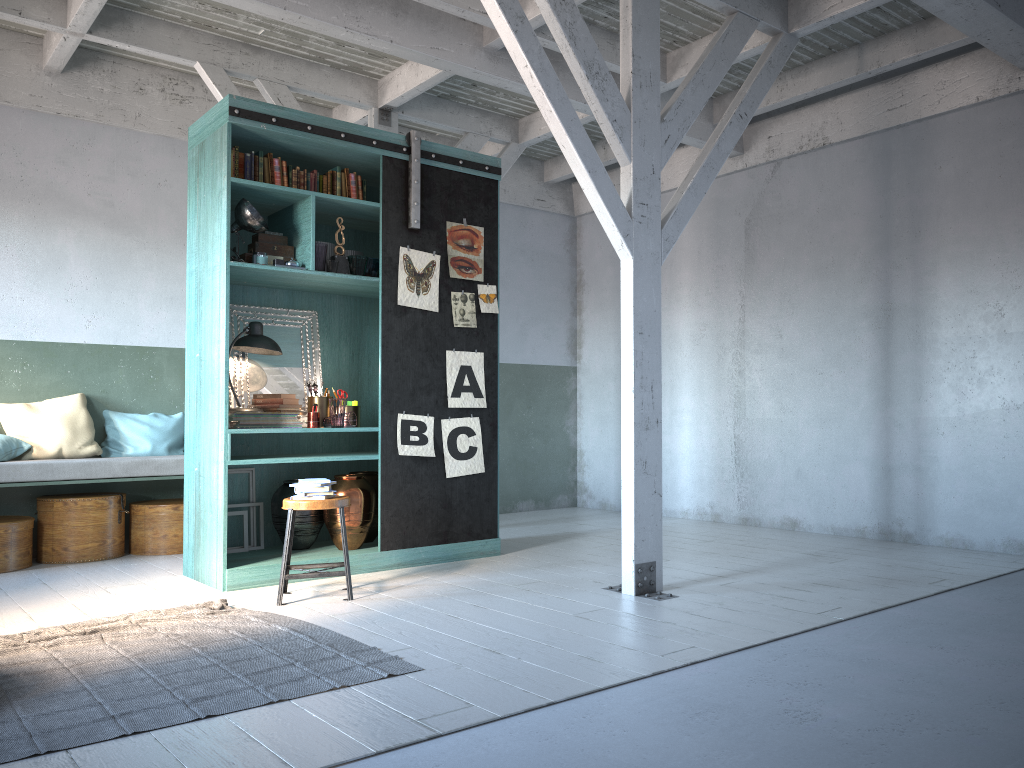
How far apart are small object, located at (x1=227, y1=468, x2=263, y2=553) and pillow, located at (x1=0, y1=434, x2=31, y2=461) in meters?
2.1 m

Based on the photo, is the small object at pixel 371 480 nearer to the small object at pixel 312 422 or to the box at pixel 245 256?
the small object at pixel 312 422

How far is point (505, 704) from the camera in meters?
3.5

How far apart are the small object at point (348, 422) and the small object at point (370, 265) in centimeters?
115cm

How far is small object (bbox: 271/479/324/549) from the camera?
7.0 meters

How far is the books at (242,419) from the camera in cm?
662

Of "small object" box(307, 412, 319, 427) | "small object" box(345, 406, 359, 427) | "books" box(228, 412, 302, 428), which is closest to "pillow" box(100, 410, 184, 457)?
"books" box(228, 412, 302, 428)

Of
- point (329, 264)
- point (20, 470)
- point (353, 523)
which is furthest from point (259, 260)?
point (20, 470)

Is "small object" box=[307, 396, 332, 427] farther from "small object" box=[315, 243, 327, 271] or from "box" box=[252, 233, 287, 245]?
"box" box=[252, 233, 287, 245]

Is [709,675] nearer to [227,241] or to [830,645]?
[830,645]
